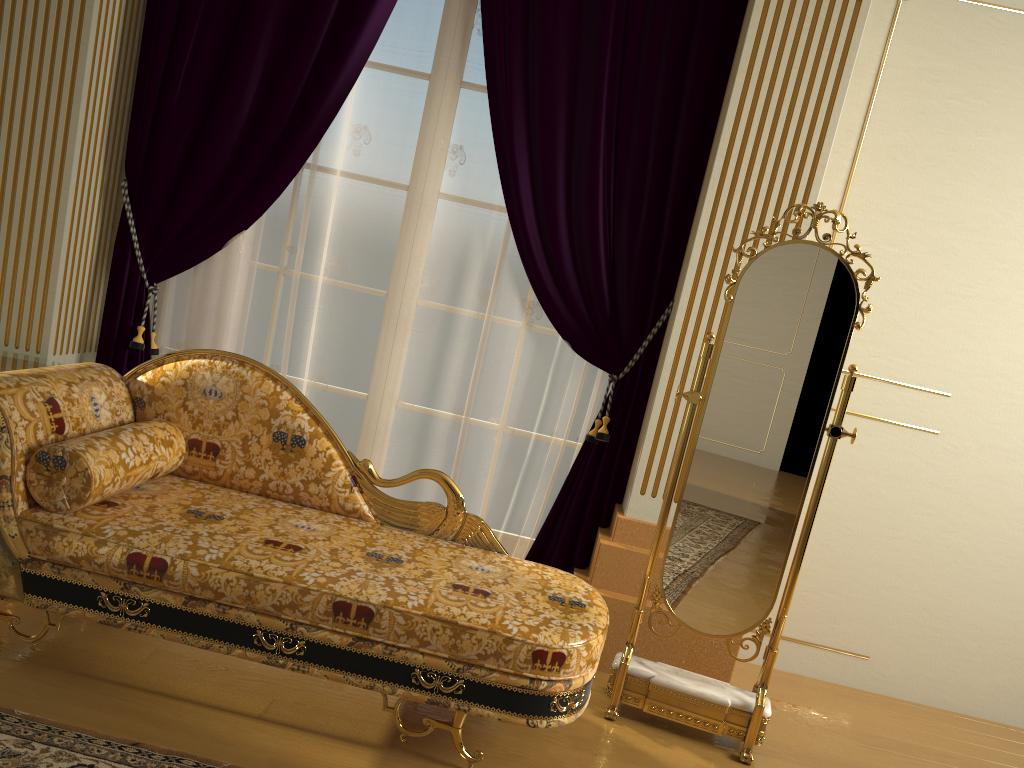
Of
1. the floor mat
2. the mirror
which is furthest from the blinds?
the floor mat

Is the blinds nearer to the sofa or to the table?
the table

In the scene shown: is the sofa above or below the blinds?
below

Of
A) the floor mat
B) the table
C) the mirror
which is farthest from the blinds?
the floor mat

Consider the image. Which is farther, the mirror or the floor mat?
the mirror

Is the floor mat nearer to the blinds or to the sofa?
the sofa

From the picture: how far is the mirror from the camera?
2.65m

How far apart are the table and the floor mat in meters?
1.3 m

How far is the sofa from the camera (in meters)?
2.22

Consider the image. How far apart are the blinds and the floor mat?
1.5m
